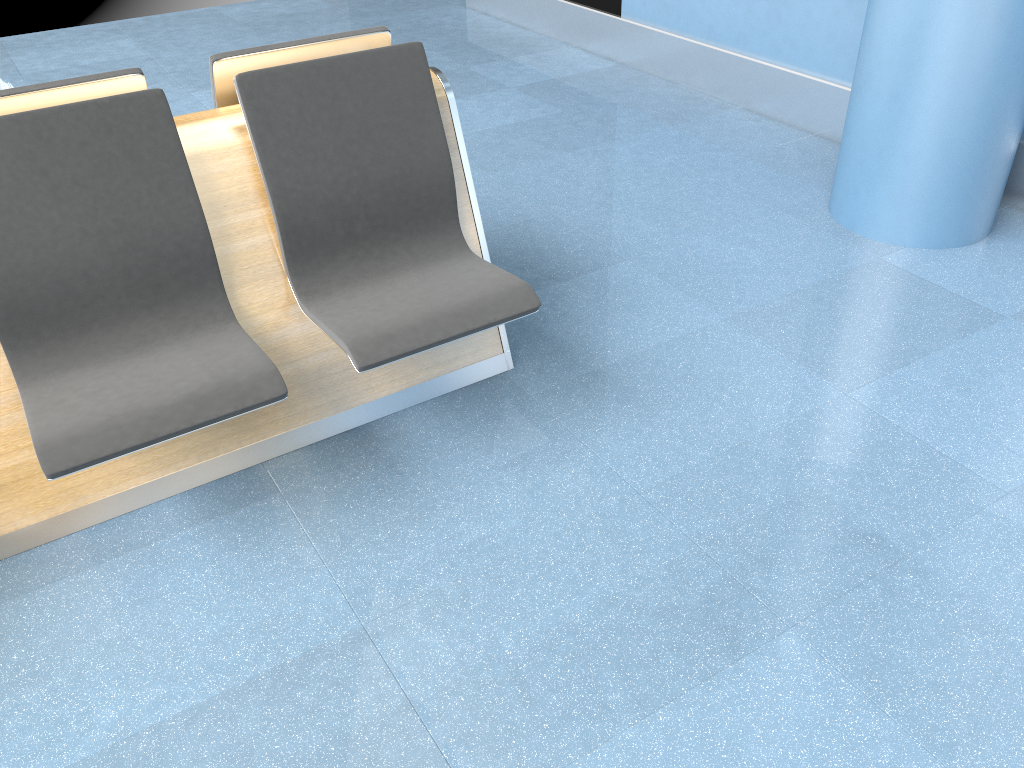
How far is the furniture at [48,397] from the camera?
1.9 meters

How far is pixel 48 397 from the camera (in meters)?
1.89

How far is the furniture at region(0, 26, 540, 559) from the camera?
1.89m
